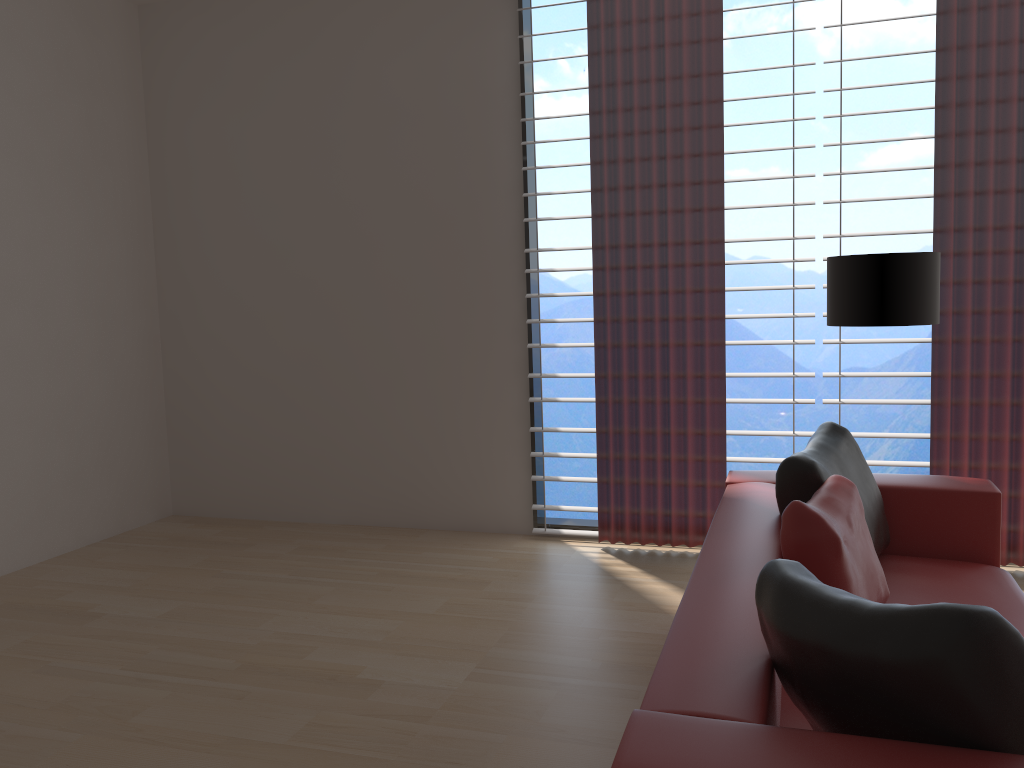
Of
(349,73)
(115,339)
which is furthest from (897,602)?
(115,339)

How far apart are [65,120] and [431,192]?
2.73m

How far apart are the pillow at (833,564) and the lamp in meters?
1.3

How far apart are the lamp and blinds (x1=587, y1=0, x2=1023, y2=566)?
0.8 meters

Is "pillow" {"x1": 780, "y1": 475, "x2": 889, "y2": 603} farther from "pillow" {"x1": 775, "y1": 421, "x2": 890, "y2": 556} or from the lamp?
the lamp

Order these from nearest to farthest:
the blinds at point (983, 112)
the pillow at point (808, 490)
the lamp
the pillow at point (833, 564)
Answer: the pillow at point (833, 564) → the pillow at point (808, 490) → the lamp → the blinds at point (983, 112)

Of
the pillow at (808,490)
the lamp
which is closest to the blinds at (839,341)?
the lamp

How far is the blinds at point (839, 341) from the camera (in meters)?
5.73

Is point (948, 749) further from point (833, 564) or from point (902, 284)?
point (902, 284)

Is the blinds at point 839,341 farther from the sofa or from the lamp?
the sofa
